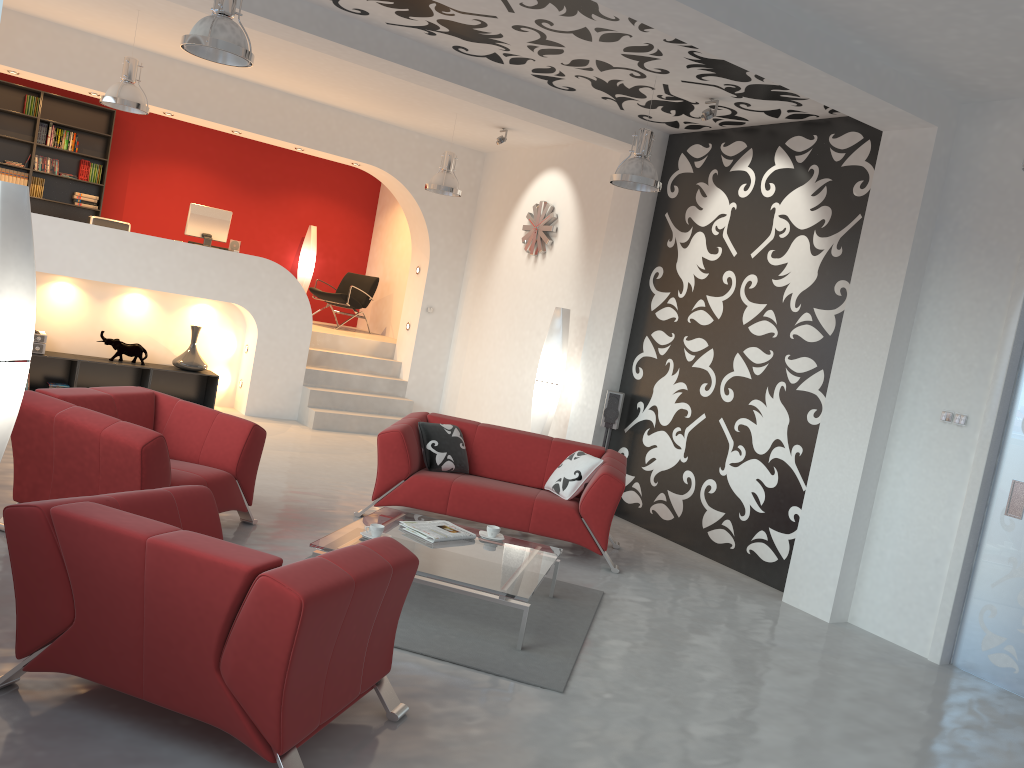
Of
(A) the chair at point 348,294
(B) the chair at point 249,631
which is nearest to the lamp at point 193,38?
(B) the chair at point 249,631

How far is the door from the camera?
5.2m

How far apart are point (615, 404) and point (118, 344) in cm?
516

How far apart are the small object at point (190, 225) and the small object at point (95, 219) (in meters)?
0.65

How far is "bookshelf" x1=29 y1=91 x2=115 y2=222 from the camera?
10.9 meters

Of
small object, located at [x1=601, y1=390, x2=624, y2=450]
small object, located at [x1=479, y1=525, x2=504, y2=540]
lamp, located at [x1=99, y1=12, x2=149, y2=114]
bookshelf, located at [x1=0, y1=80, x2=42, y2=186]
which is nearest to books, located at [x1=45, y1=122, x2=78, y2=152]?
bookshelf, located at [x1=0, y1=80, x2=42, y2=186]

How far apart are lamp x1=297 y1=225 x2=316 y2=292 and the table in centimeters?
781cm

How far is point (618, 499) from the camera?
6.11m

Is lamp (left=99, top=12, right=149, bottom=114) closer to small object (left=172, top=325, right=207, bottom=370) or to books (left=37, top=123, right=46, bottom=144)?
small object (left=172, top=325, right=207, bottom=370)

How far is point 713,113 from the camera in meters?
6.6
